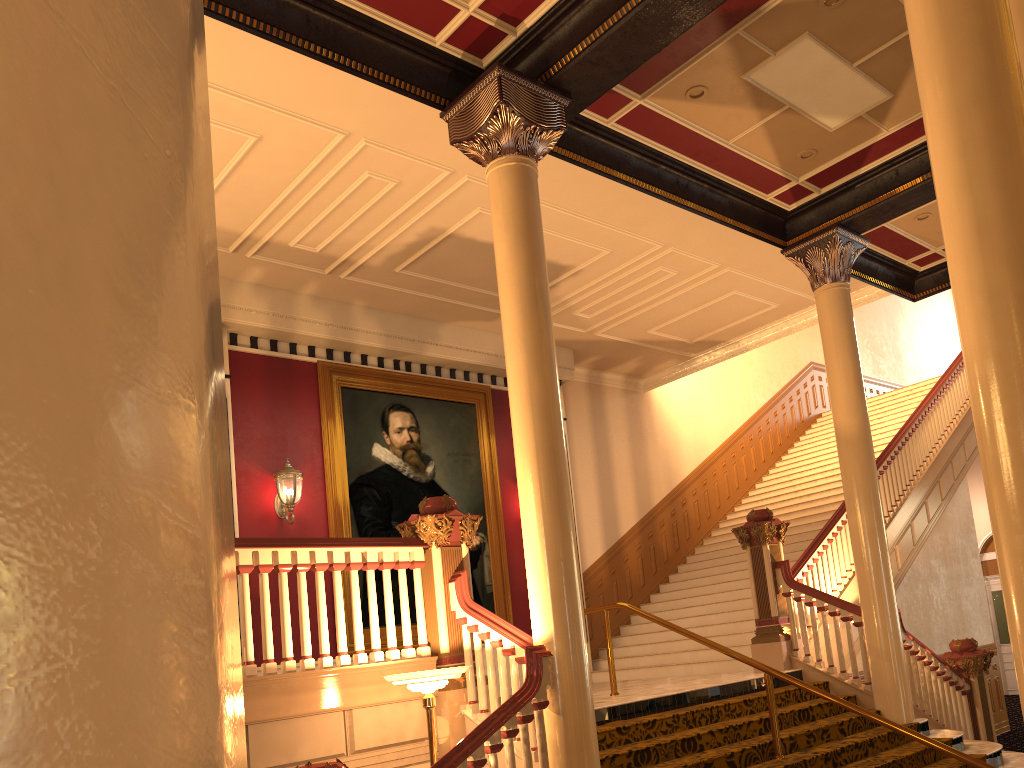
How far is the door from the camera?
17.0m

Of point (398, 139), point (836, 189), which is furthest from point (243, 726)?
point (836, 189)

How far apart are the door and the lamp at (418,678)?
15.69m

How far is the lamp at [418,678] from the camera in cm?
516

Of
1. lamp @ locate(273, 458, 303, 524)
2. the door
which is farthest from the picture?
the door

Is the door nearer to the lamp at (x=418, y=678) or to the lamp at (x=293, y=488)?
the lamp at (x=293, y=488)

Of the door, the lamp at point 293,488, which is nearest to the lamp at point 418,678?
the lamp at point 293,488

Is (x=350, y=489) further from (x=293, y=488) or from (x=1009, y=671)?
(x=1009, y=671)

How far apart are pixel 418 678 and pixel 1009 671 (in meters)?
16.11

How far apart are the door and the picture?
11.4m
